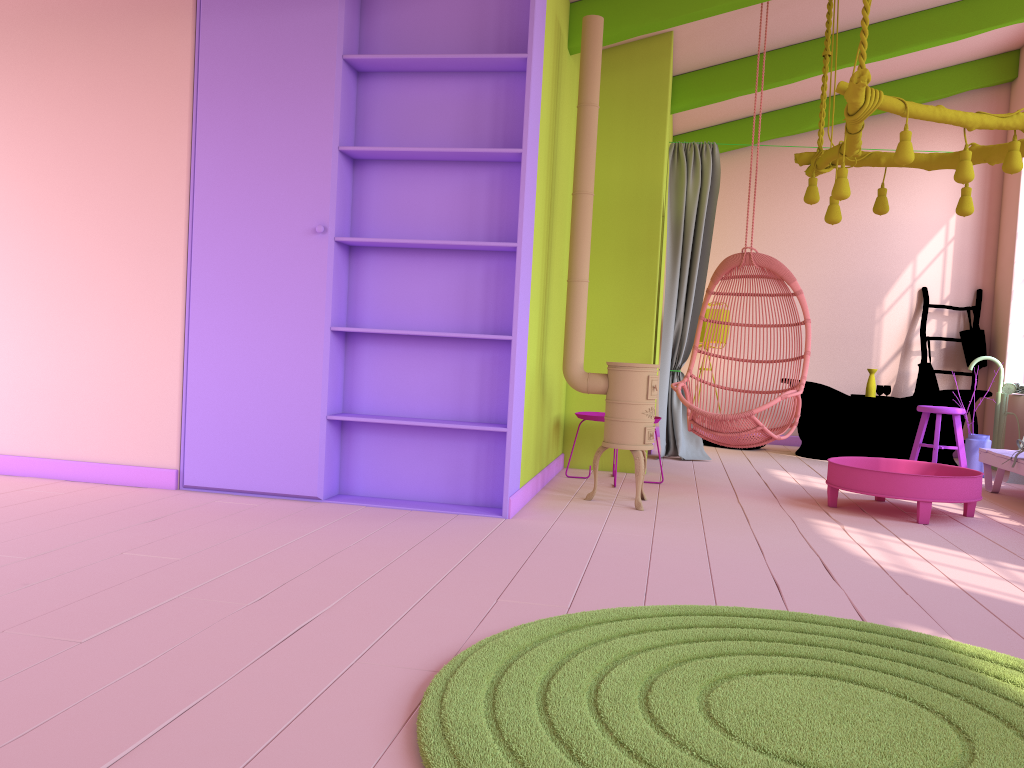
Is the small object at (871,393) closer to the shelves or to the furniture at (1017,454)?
the furniture at (1017,454)

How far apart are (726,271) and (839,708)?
4.3 meters

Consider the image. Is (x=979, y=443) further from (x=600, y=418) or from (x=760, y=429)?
(x=600, y=418)

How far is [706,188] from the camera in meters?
7.7 m

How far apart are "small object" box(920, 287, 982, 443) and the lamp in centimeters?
381cm

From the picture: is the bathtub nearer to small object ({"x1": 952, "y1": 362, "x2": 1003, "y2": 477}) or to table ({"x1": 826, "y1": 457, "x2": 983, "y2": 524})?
small object ({"x1": 952, "y1": 362, "x2": 1003, "y2": 477})

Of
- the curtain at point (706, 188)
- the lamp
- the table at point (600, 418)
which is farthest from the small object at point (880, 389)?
the table at point (600, 418)

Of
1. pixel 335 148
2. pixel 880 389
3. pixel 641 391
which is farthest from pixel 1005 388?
pixel 335 148

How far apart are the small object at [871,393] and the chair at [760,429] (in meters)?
2.76

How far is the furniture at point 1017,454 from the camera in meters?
6.1 m
